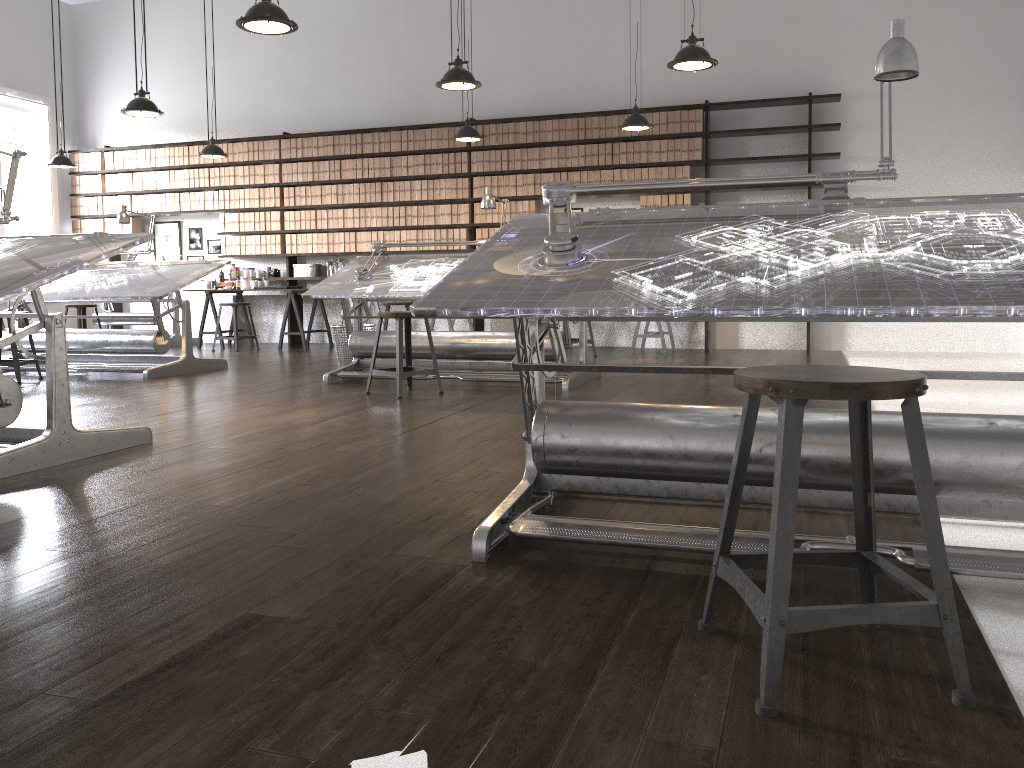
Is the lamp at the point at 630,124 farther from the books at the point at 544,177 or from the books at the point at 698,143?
the books at the point at 544,177

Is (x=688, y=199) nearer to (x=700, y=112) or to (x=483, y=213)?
(x=700, y=112)

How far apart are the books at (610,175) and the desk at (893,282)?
6.17m

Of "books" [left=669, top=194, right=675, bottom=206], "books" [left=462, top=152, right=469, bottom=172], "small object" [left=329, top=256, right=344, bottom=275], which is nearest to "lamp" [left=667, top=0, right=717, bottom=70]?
"books" [left=669, top=194, right=675, bottom=206]

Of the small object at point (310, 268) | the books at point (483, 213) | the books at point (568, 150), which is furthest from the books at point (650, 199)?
the small object at point (310, 268)

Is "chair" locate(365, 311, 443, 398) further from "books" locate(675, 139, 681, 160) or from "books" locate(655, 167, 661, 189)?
"books" locate(675, 139, 681, 160)

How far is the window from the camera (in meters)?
10.52

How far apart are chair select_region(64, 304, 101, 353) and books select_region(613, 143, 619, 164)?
5.9 meters

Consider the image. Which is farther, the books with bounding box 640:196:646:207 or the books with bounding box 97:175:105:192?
the books with bounding box 97:175:105:192

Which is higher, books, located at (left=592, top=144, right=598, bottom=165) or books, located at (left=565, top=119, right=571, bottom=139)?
books, located at (left=565, top=119, right=571, bottom=139)
